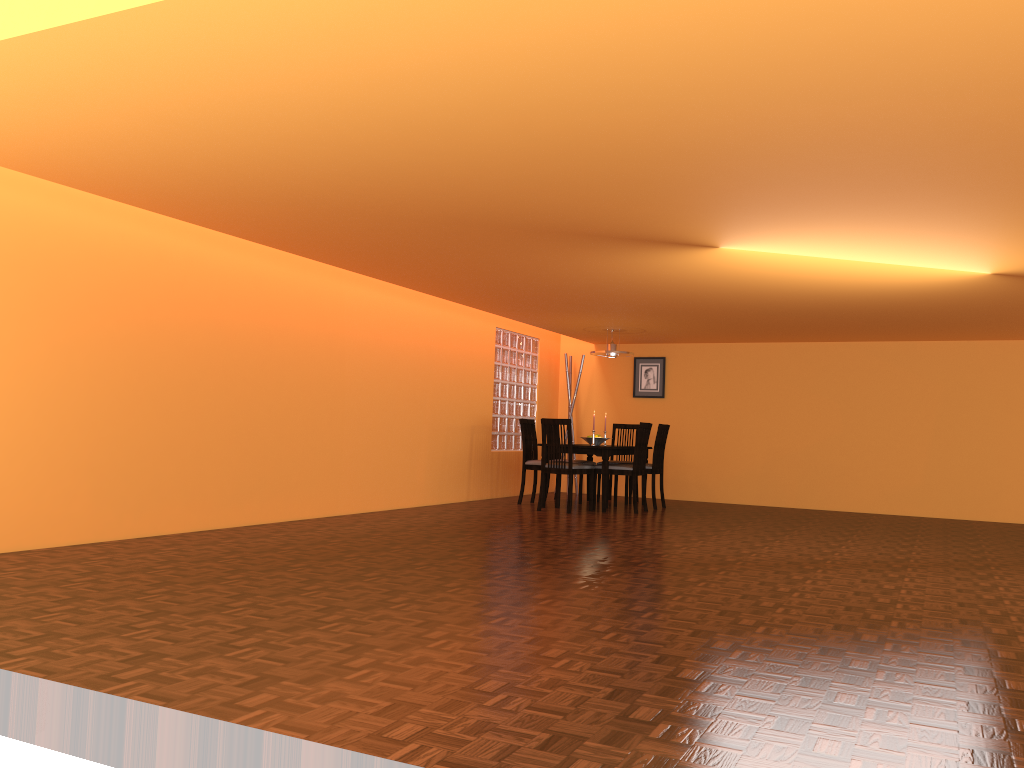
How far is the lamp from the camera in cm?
853

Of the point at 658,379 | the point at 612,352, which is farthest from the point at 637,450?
the point at 658,379

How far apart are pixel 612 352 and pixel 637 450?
1.2m

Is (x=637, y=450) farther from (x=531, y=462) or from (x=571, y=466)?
(x=531, y=462)

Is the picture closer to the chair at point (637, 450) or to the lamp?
the lamp

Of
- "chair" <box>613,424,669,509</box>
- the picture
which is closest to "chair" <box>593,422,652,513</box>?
"chair" <box>613,424,669,509</box>

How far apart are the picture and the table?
1.6 meters

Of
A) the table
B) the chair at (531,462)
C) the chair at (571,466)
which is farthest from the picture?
the chair at (571,466)

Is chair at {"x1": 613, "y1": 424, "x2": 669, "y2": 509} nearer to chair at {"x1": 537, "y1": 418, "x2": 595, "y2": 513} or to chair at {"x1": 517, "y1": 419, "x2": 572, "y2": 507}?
chair at {"x1": 537, "y1": 418, "x2": 595, "y2": 513}

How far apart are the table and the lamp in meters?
0.9 m
